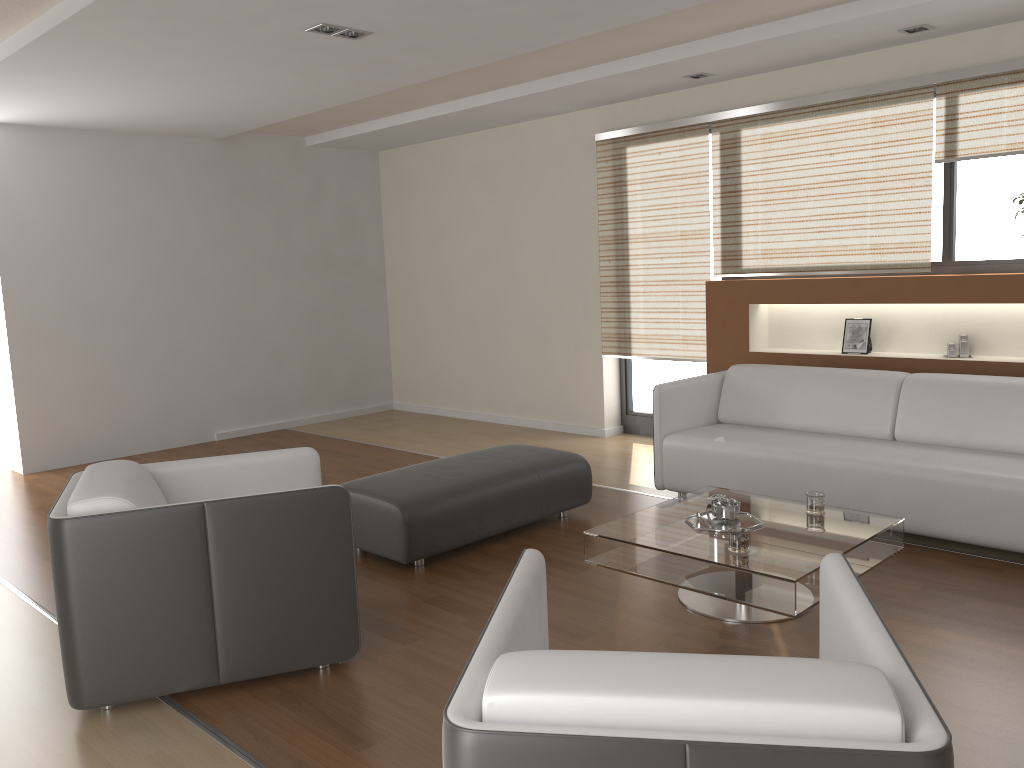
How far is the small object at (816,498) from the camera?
3.60m

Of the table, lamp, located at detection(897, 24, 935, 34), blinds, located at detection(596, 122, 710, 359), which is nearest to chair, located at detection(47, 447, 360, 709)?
the table

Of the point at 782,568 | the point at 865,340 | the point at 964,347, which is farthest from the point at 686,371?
the point at 782,568

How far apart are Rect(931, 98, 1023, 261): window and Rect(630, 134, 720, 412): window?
1.8 meters

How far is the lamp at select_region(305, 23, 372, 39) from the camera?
4.2m

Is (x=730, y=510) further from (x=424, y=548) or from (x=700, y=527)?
(x=424, y=548)

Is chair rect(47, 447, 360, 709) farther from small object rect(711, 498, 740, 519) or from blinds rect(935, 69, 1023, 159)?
blinds rect(935, 69, 1023, 159)

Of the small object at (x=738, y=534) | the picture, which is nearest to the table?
the small object at (x=738, y=534)

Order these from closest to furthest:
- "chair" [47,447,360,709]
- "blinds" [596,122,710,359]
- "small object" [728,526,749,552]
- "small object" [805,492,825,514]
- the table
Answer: "chair" [47,447,360,709] < the table < "small object" [728,526,749,552] < "small object" [805,492,825,514] < "blinds" [596,122,710,359]

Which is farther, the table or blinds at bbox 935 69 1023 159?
blinds at bbox 935 69 1023 159
